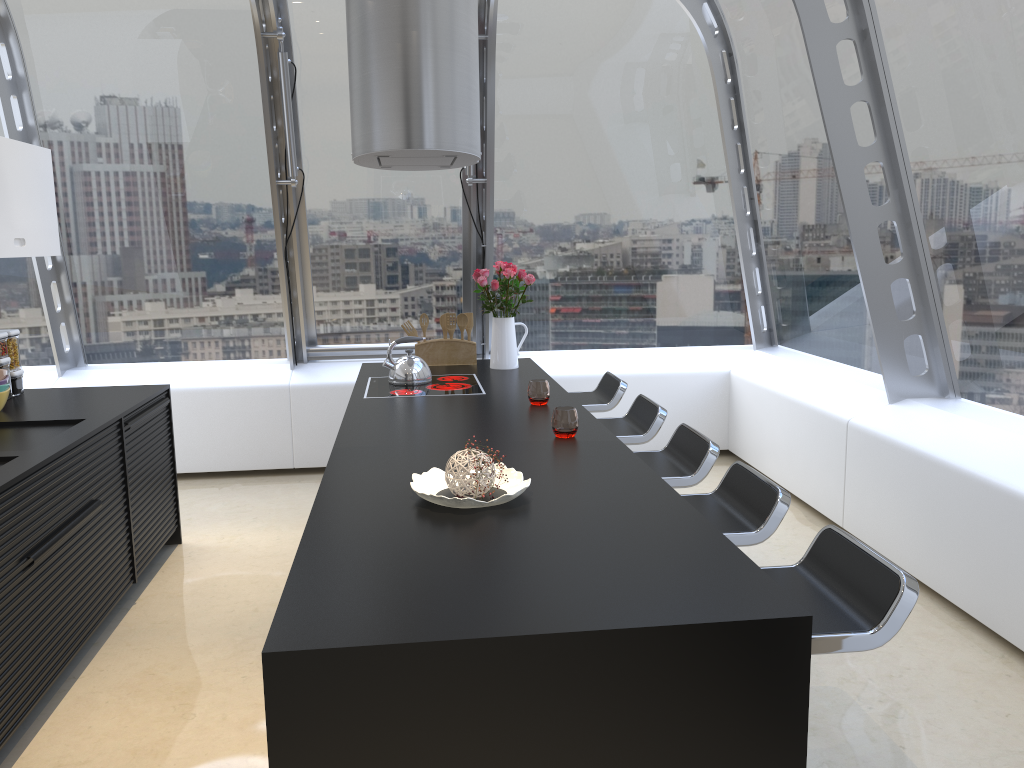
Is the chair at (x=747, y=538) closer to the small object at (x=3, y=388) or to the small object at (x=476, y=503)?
the small object at (x=476, y=503)

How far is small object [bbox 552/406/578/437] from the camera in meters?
3.2

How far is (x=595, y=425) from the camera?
3.39m

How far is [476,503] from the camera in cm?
233

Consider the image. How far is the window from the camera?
4.1m

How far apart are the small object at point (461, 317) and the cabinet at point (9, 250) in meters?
2.1 m

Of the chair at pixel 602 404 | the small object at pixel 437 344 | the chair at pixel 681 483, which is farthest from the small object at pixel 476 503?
the small object at pixel 437 344

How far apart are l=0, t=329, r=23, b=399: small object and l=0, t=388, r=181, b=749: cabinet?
0.64m

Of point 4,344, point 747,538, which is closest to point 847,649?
point 747,538

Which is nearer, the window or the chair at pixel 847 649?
the chair at pixel 847 649
